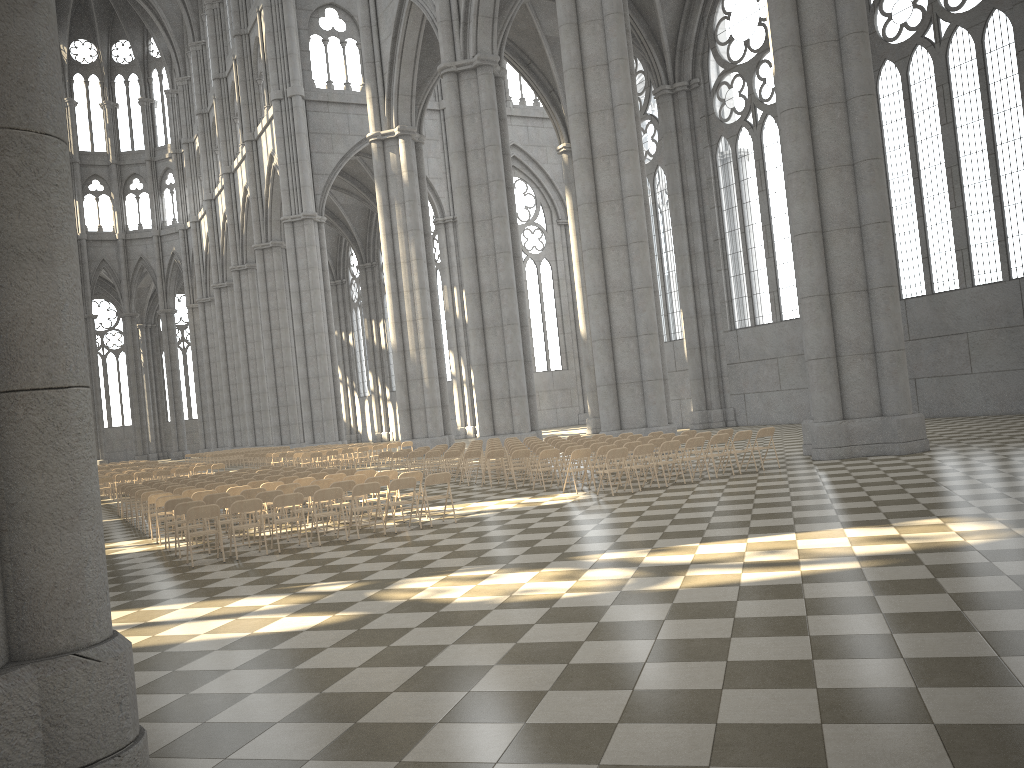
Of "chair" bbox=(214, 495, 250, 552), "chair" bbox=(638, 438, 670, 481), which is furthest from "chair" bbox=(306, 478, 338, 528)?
"chair" bbox=(638, 438, 670, 481)

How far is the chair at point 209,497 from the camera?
14.3m

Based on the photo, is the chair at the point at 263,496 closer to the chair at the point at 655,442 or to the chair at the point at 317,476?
the chair at the point at 317,476

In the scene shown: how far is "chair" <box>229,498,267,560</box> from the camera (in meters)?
12.29

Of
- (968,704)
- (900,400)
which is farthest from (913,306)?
(968,704)

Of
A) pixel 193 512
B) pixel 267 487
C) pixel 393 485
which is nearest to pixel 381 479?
pixel 393 485

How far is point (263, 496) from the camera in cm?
1360

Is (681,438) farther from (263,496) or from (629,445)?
(263,496)

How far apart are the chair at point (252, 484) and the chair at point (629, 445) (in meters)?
7.08

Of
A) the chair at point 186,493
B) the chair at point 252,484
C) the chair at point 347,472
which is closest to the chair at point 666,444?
the chair at point 347,472
